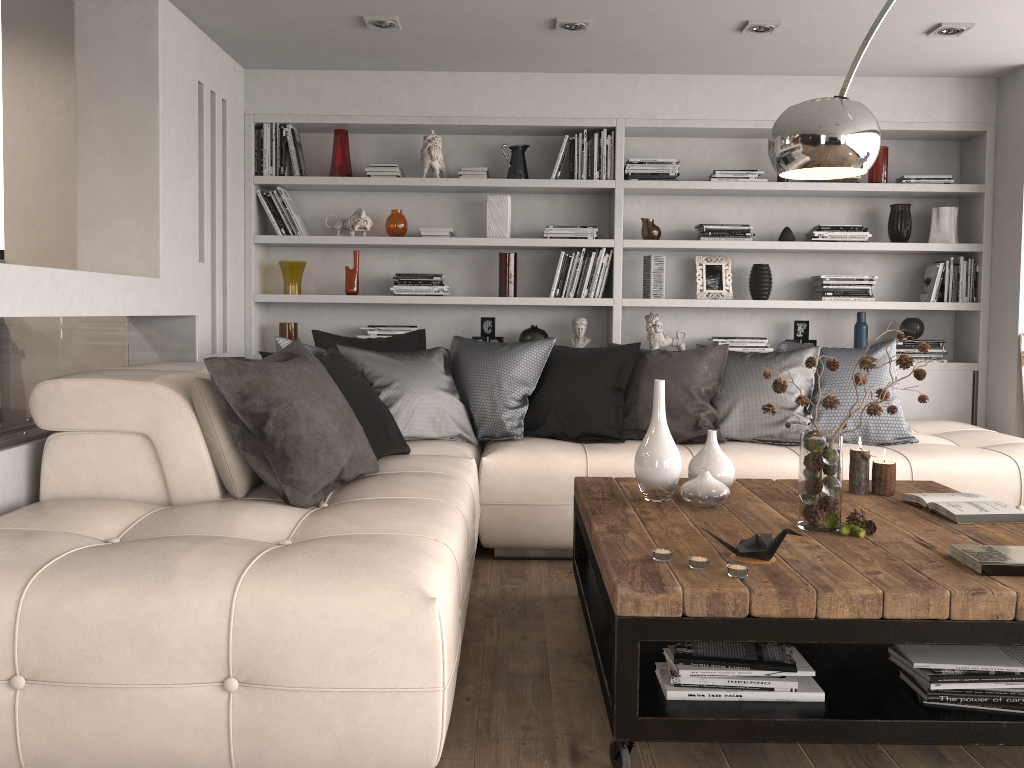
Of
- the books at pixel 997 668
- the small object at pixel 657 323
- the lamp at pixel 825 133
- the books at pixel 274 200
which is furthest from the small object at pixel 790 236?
the books at pixel 997 668

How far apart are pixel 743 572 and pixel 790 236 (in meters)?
3.53

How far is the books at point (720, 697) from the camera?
2.1m

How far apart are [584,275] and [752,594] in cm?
332

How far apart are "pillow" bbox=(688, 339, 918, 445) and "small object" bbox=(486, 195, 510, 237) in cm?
158

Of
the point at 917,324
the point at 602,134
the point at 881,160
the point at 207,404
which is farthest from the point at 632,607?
the point at 881,160

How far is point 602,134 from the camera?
5.07m

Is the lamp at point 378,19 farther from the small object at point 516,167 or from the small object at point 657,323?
the small object at point 657,323

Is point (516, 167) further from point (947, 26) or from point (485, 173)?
point (947, 26)

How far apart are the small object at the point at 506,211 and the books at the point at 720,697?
3.3m
